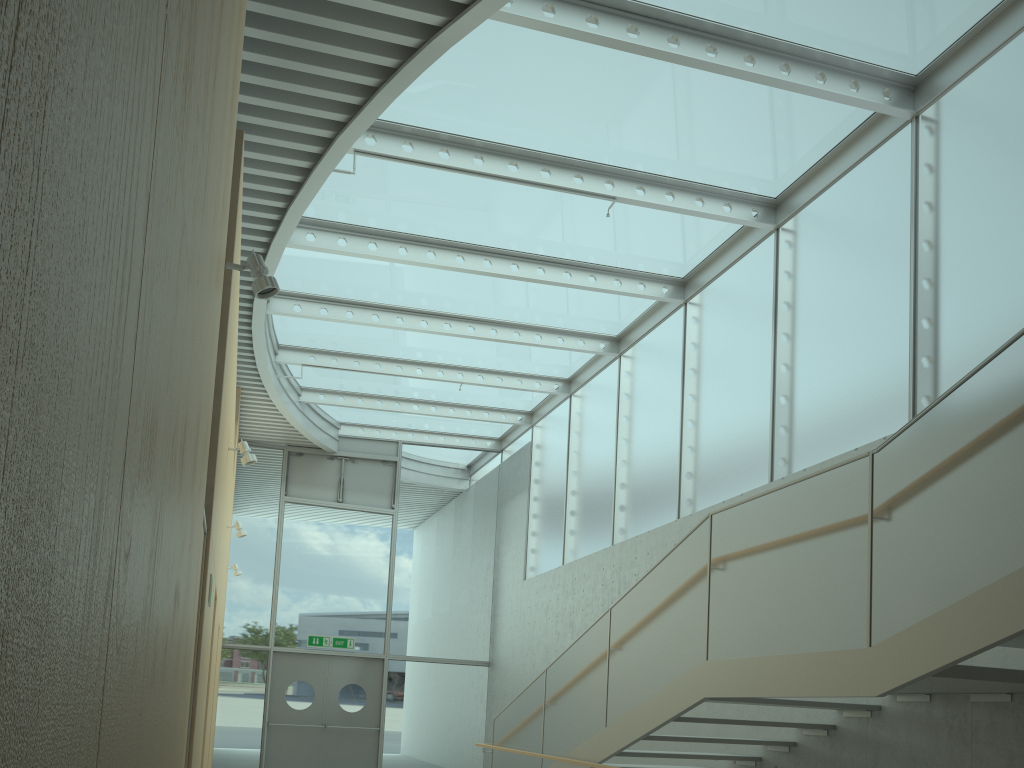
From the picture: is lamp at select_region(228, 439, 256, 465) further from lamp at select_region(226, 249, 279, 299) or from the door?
the door

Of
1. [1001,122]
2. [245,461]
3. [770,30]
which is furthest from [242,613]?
[1001,122]

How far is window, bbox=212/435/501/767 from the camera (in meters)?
14.00

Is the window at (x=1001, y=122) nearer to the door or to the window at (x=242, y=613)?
the window at (x=242, y=613)

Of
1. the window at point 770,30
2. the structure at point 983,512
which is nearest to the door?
the window at point 770,30

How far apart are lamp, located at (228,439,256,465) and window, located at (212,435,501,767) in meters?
8.3 m

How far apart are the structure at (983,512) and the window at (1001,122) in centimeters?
185cm

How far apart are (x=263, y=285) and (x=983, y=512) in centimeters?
339cm

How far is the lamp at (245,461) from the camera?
6.7 meters

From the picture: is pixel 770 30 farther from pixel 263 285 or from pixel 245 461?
pixel 245 461
